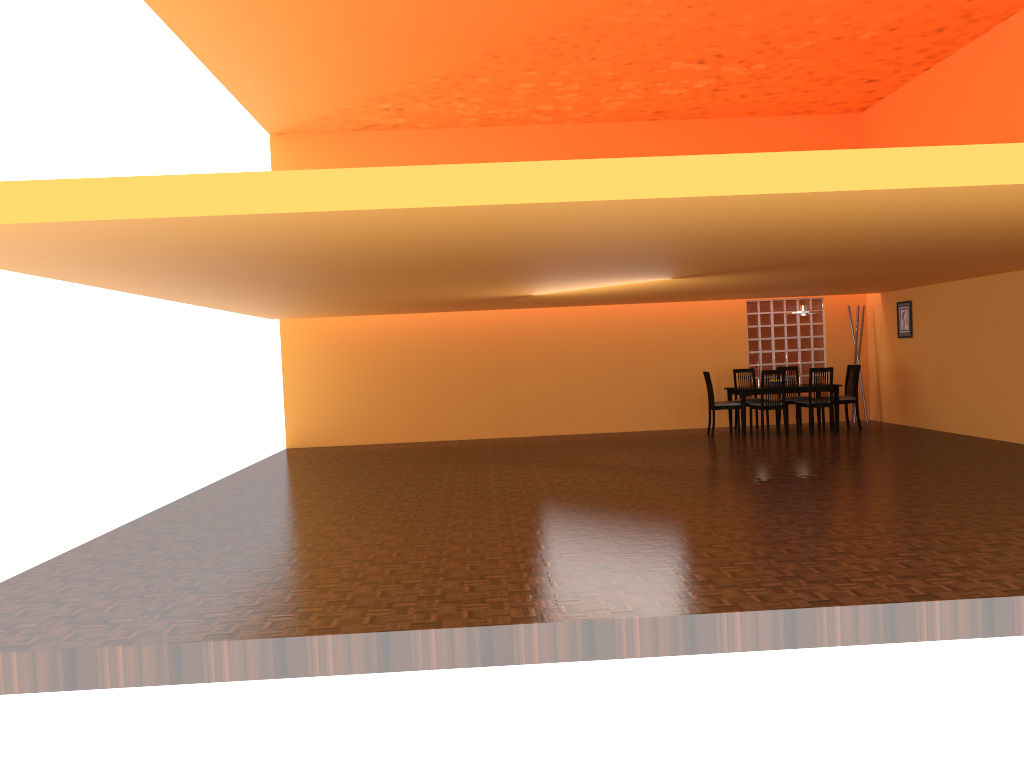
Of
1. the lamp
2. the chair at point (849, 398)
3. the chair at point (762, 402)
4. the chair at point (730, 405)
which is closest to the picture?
the chair at point (849, 398)

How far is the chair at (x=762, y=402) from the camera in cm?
1052

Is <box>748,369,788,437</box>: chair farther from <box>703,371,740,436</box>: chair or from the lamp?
the lamp

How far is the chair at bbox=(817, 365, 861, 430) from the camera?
10.9 meters

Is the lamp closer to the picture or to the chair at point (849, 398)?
the chair at point (849, 398)

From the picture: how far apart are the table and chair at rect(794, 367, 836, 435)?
0.2 meters

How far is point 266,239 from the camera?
4.3 meters

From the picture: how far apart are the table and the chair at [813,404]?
0.2 meters

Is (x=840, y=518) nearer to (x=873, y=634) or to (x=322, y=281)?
(x=873, y=634)

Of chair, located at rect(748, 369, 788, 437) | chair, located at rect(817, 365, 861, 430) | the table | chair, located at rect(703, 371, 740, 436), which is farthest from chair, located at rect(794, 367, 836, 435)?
chair, located at rect(703, 371, 740, 436)
